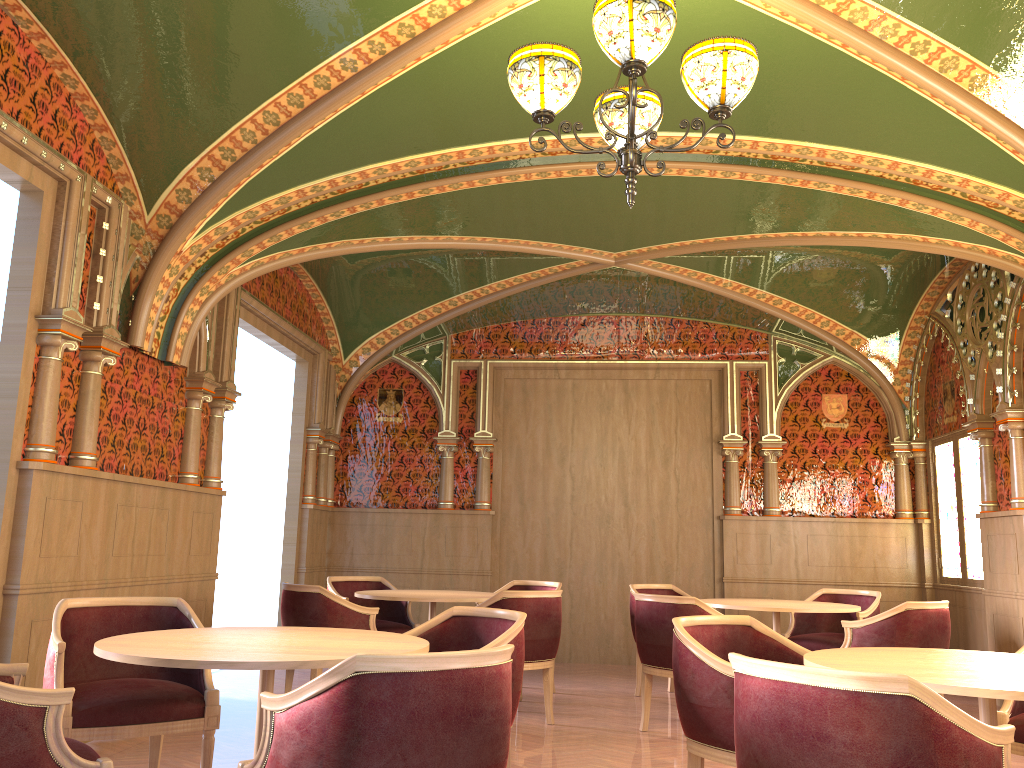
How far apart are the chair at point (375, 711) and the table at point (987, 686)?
1.11m

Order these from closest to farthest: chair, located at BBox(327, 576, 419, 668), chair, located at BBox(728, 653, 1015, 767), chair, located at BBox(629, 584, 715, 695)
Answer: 1. chair, located at BBox(728, 653, 1015, 767)
2. chair, located at BBox(327, 576, 419, 668)
3. chair, located at BBox(629, 584, 715, 695)

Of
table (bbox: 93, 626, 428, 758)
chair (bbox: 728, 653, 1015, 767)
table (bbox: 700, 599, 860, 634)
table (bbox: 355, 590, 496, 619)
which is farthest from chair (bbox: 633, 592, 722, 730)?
chair (bbox: 728, 653, 1015, 767)

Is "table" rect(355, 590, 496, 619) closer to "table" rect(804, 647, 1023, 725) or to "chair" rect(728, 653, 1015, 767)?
"table" rect(804, 647, 1023, 725)

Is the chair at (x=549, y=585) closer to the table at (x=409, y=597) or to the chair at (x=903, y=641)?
the table at (x=409, y=597)

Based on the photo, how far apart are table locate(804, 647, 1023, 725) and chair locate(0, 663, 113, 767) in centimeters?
218cm

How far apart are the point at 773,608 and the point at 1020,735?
2.4m

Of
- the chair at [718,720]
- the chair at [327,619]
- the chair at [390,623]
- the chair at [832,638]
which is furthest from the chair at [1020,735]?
the chair at [390,623]

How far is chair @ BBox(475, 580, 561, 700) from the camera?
7.31m

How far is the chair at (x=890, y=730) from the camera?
2.0 meters
